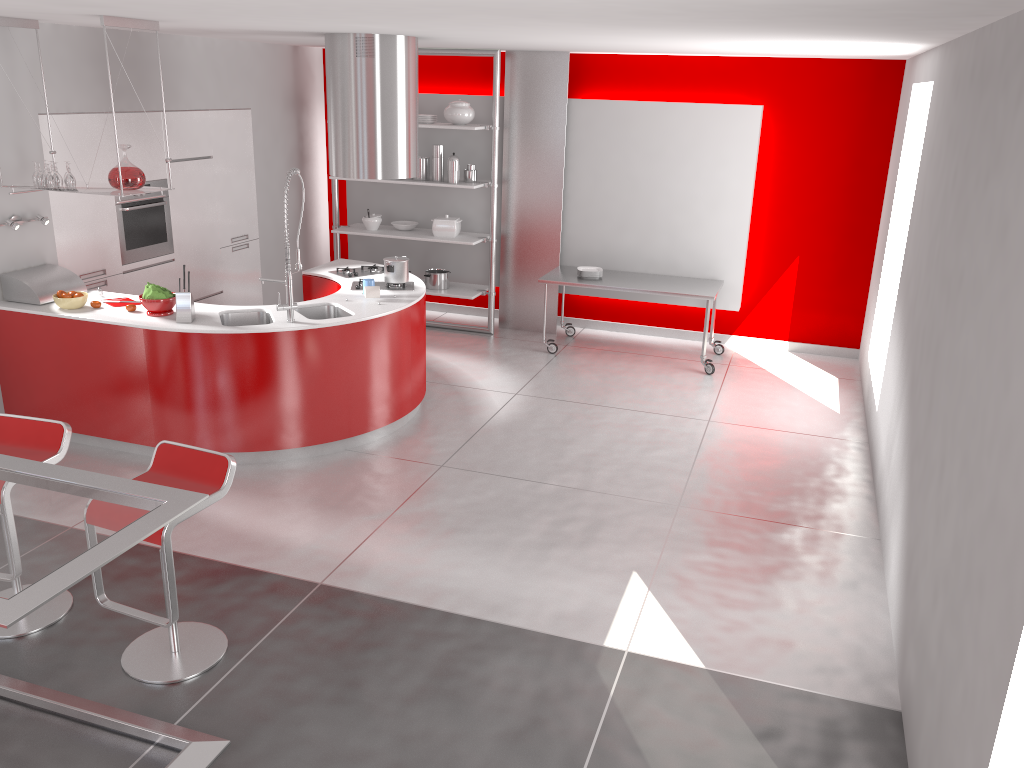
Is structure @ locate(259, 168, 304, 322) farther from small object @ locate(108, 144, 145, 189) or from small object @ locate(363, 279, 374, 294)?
small object @ locate(108, 144, 145, 189)

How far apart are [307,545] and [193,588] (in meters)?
0.62

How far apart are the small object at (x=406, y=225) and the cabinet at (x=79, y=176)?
1.31m

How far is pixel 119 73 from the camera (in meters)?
5.17

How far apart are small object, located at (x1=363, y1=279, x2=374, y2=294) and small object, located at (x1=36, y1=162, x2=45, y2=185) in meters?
2.1

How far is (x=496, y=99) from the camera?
7.9m

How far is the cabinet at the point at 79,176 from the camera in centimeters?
623cm

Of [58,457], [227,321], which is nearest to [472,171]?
[227,321]

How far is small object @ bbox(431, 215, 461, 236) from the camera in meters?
8.3 m

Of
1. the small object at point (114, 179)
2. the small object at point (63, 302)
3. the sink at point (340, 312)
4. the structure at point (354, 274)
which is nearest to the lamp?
the small object at point (63, 302)
